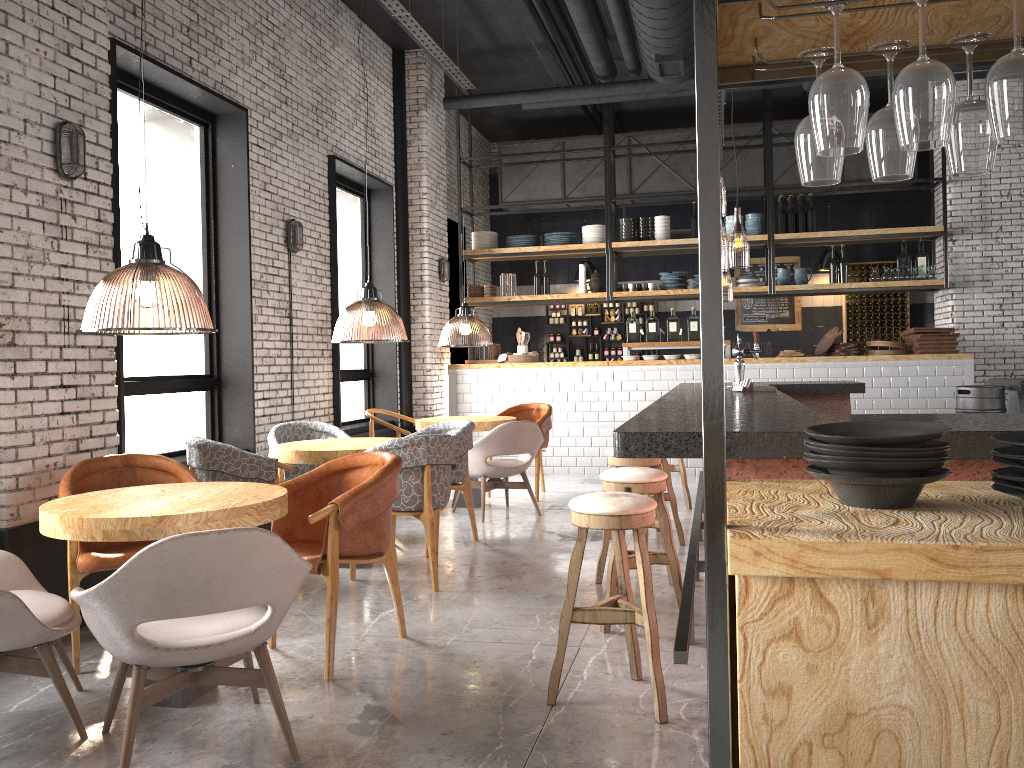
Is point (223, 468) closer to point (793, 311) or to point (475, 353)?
point (475, 353)

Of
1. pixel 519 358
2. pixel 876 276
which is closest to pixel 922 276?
pixel 876 276

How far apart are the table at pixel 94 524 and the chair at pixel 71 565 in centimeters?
31cm

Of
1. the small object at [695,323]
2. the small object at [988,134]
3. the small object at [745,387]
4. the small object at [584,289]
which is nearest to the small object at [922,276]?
the small object at [695,323]

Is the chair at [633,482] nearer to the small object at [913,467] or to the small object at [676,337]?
the small object at [913,467]

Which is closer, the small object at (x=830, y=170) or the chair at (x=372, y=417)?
the small object at (x=830, y=170)

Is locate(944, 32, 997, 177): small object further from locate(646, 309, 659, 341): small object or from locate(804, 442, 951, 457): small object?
locate(646, 309, 659, 341): small object

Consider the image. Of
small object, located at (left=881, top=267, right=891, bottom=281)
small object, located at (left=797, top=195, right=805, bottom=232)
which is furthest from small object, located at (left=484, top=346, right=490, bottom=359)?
small object, located at (left=881, top=267, right=891, bottom=281)

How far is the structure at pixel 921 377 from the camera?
9.48m

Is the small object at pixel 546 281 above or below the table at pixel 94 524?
above
